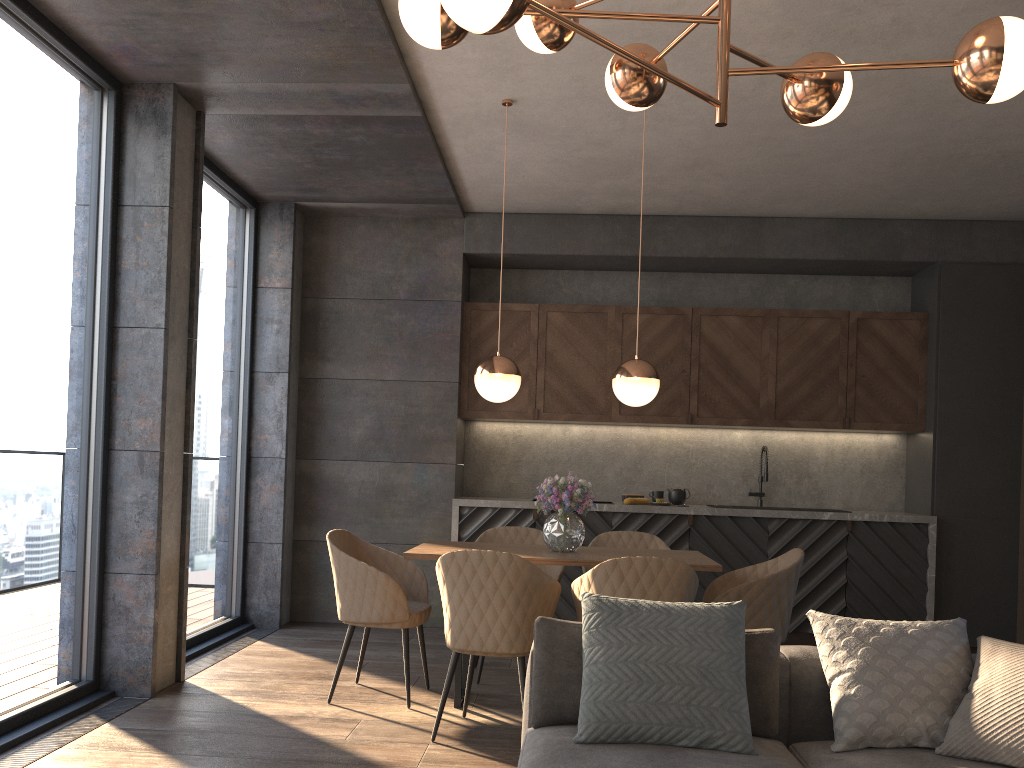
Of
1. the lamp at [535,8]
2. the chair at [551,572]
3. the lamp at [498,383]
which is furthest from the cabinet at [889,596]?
the lamp at [535,8]

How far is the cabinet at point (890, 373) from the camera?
6.4 meters

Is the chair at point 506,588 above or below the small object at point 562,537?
below

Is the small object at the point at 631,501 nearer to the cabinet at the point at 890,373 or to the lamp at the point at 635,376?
the cabinet at the point at 890,373

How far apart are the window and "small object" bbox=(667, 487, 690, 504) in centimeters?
308cm

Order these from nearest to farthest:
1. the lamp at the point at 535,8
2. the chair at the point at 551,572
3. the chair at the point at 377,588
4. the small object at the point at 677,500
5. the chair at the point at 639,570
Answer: the lamp at the point at 535,8 → the chair at the point at 639,570 → the chair at the point at 377,588 → the chair at the point at 551,572 → the small object at the point at 677,500

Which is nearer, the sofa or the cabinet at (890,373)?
the sofa

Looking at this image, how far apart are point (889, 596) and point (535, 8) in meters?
5.4

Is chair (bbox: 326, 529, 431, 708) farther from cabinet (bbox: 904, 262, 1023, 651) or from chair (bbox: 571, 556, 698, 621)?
cabinet (bbox: 904, 262, 1023, 651)

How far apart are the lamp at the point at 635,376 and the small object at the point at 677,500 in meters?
2.3 m
